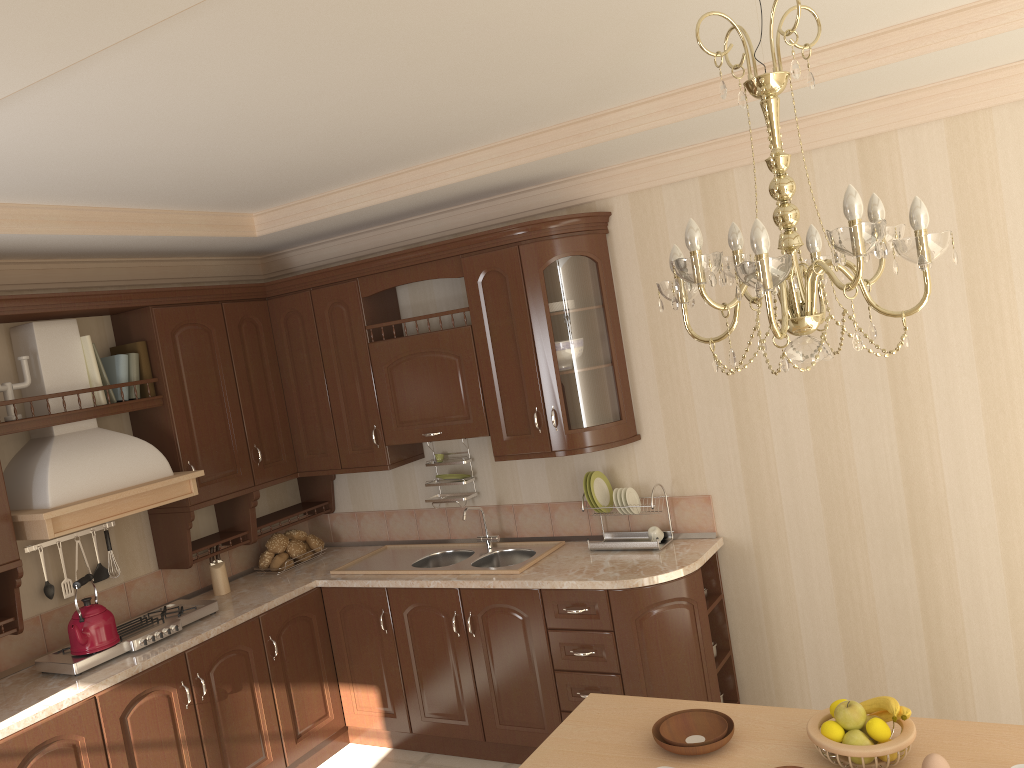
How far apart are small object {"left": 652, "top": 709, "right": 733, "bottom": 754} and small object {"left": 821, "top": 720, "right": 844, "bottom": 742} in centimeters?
24cm

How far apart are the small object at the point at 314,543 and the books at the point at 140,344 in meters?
1.2

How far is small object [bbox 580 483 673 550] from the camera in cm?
383

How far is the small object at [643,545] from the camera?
3.8 meters

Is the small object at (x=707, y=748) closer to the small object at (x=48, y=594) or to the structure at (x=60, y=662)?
the structure at (x=60, y=662)

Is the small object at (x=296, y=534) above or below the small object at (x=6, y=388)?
below

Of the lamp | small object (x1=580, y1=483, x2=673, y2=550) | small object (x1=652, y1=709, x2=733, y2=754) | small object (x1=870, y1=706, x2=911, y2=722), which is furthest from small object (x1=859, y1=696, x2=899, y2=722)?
small object (x1=580, y1=483, x2=673, y2=550)

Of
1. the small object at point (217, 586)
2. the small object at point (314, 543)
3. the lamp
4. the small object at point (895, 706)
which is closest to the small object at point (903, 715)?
the small object at point (895, 706)

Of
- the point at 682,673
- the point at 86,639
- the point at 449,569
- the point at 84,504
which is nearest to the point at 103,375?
the point at 84,504

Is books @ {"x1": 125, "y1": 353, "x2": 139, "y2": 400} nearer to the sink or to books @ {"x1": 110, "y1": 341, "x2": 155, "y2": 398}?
books @ {"x1": 110, "y1": 341, "x2": 155, "y2": 398}
